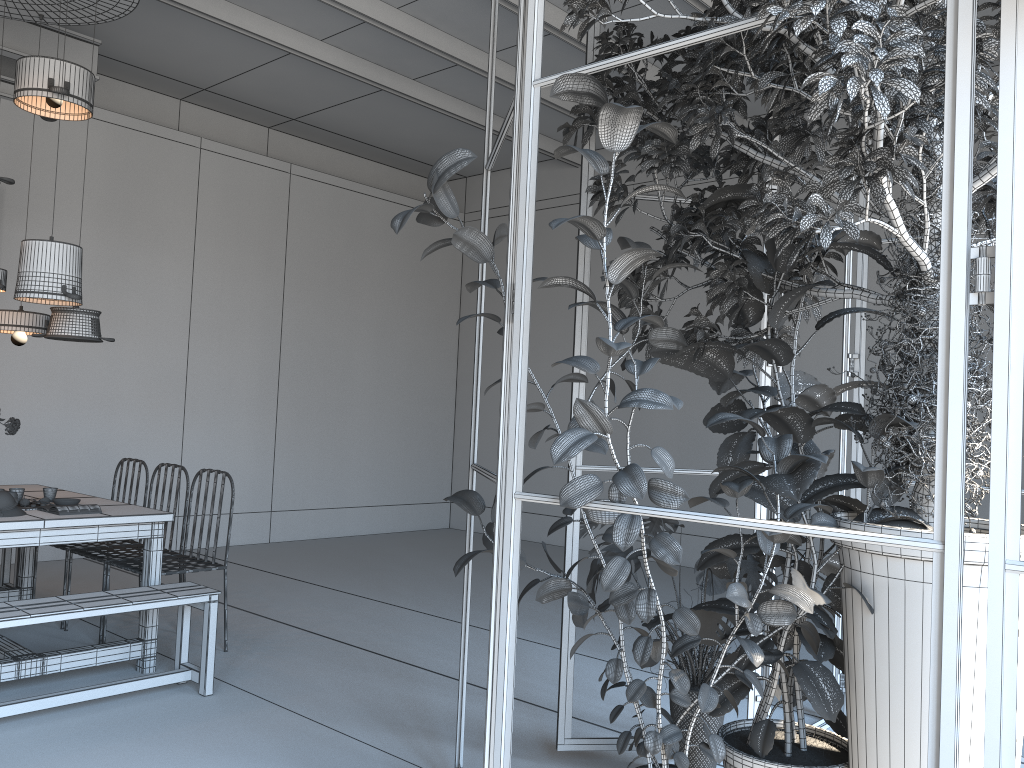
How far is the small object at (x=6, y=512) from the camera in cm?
405

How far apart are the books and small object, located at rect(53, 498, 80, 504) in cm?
28

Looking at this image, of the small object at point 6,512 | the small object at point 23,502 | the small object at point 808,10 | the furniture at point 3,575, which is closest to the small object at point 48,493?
the small object at point 23,502

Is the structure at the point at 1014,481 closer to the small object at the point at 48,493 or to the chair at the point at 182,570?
the chair at the point at 182,570

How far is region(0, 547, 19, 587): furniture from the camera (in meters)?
5.90

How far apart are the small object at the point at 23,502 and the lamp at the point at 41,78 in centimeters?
219cm

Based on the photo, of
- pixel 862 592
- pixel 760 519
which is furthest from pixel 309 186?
pixel 760 519

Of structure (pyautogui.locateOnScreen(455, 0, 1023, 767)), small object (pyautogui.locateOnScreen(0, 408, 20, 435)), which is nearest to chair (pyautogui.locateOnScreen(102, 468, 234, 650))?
small object (pyautogui.locateOnScreen(0, 408, 20, 435))

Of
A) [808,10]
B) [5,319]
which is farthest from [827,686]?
→ [5,319]

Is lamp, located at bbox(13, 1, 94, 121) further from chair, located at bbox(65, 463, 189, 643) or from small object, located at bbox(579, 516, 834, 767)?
small object, located at bbox(579, 516, 834, 767)
